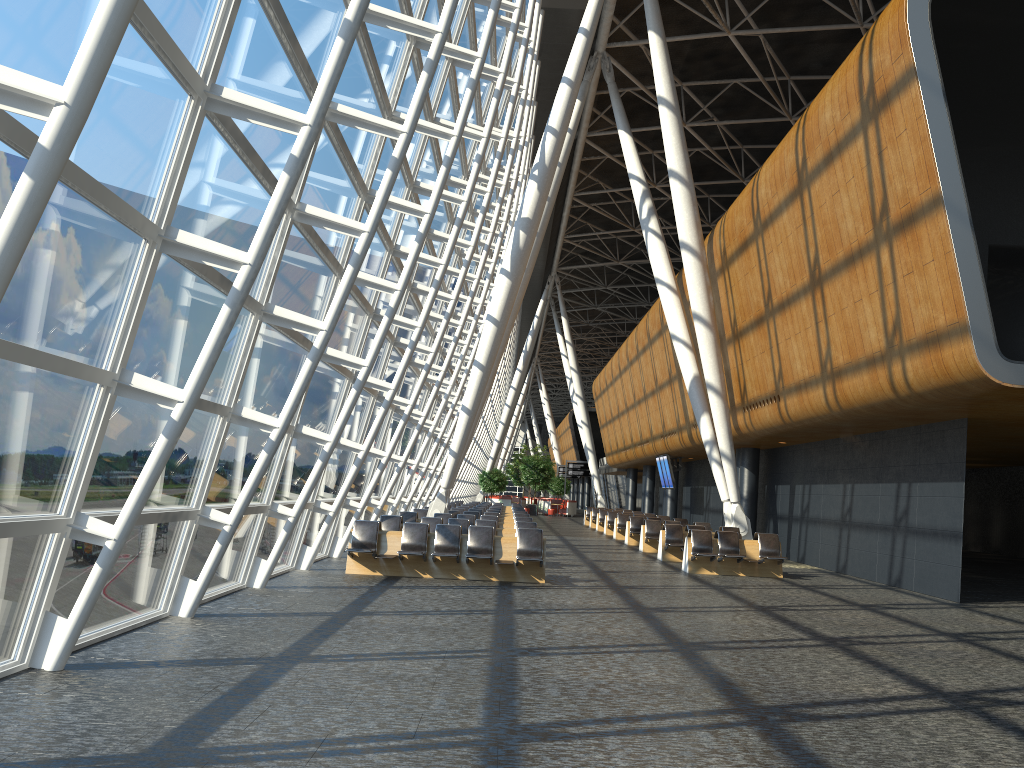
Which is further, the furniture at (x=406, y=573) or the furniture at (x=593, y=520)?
the furniture at (x=593, y=520)

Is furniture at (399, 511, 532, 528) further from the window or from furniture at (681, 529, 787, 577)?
furniture at (681, 529, 787, 577)

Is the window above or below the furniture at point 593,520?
above

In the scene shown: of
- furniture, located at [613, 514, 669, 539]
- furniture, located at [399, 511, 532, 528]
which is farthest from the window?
furniture, located at [613, 514, 669, 539]

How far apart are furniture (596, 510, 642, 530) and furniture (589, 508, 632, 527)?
2.5m

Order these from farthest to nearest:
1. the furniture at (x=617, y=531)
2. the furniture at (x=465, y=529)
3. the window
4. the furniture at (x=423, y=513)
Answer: the furniture at (x=617, y=531) < the furniture at (x=423, y=513) < the furniture at (x=465, y=529) < the window

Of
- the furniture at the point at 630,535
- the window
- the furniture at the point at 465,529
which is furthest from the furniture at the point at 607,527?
the furniture at the point at 465,529

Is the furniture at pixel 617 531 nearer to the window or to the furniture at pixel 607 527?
the furniture at pixel 607 527

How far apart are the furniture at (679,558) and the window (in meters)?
6.81

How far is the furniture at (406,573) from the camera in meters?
14.1
